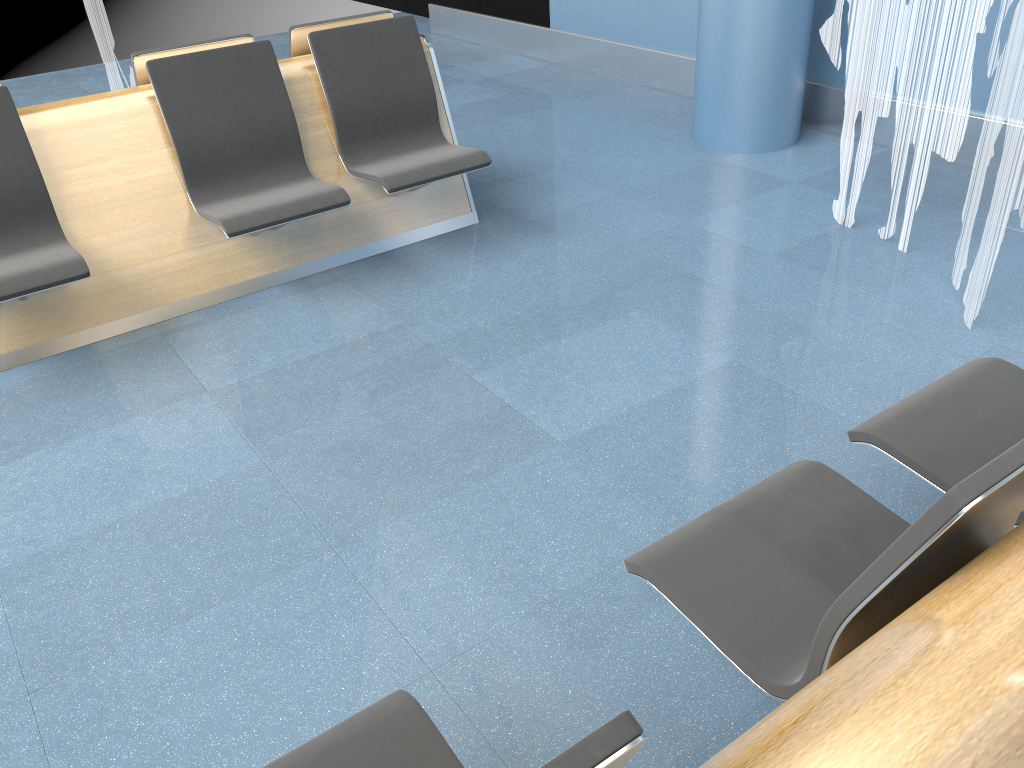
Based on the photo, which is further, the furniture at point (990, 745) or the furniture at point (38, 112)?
the furniture at point (38, 112)

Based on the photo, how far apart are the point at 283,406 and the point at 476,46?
5.47m

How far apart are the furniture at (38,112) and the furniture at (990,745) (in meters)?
2.13

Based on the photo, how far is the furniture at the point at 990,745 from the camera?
0.87m

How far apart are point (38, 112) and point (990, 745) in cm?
345

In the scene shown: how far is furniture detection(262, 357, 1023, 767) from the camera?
0.9 meters

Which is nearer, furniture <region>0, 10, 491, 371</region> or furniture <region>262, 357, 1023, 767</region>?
furniture <region>262, 357, 1023, 767</region>

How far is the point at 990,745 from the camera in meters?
0.9 m

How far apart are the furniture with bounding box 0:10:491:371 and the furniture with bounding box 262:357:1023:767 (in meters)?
2.13

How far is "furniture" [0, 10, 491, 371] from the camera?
3.19m
